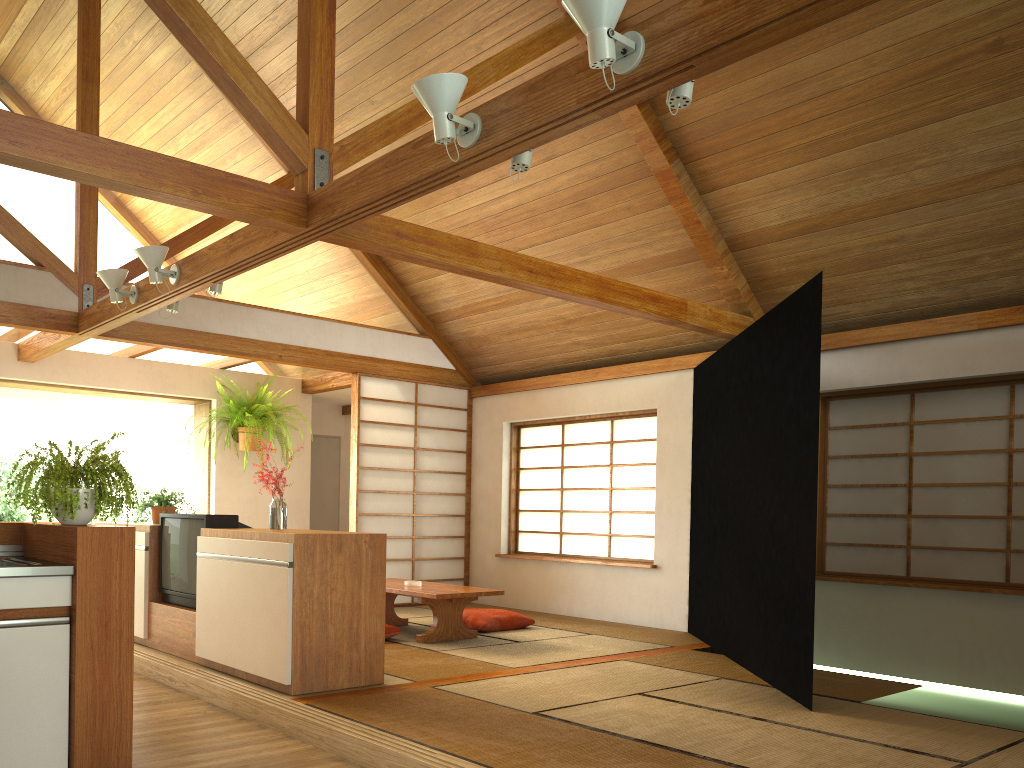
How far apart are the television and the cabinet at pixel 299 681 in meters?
0.1 m

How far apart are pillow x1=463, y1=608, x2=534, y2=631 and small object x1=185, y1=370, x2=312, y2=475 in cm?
259

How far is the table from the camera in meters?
5.6 m

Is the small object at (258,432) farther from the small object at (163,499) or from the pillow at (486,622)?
the pillow at (486,622)

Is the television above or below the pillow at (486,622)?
above

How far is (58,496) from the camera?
2.9m

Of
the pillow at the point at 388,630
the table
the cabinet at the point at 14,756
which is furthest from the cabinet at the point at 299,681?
the pillow at the point at 388,630

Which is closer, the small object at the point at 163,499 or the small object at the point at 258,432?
the small object at the point at 163,499

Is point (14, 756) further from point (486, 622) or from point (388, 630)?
point (486, 622)

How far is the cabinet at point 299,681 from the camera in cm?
392
